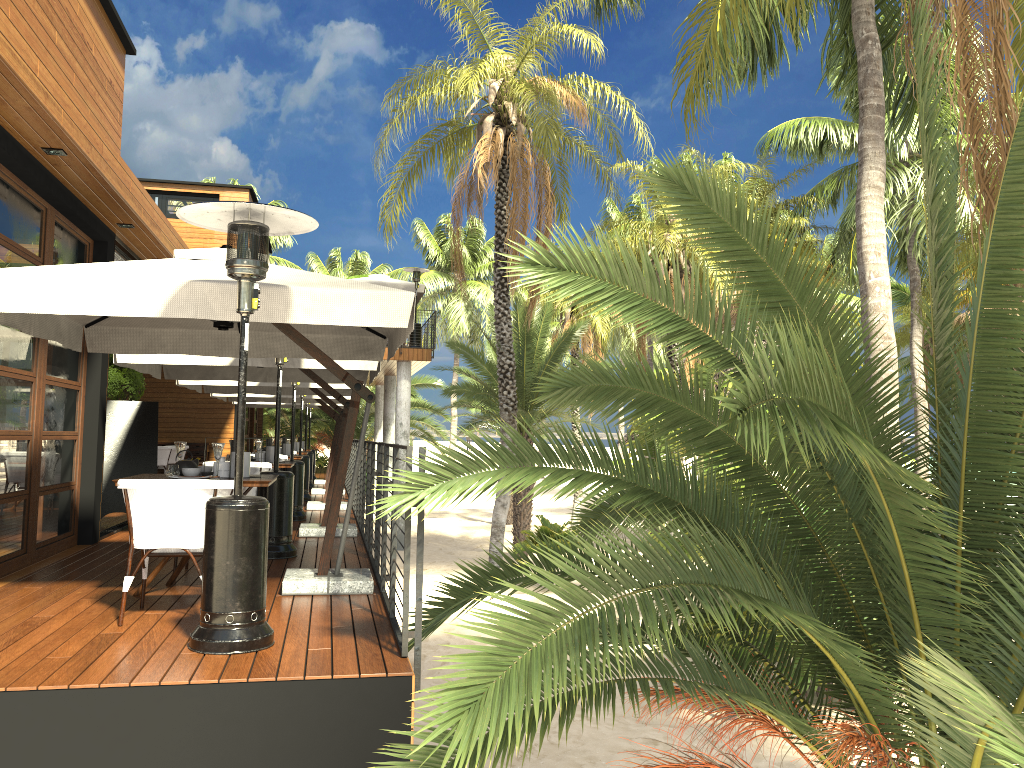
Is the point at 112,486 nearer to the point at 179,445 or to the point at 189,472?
the point at 179,445

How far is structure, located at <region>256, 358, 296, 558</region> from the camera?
7.5m

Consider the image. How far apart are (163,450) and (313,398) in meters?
3.8

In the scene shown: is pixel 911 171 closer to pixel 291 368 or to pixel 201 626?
pixel 291 368

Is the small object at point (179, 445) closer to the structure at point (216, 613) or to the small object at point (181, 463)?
the small object at point (181, 463)

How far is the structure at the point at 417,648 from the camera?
4.2m

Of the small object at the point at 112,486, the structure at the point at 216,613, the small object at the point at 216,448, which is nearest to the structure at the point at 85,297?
the structure at the point at 216,613

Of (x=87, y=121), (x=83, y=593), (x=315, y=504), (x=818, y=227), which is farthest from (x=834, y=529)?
(x=818, y=227)

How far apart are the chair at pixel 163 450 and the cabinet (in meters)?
2.85

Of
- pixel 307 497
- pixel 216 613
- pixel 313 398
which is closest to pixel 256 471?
pixel 216 613
